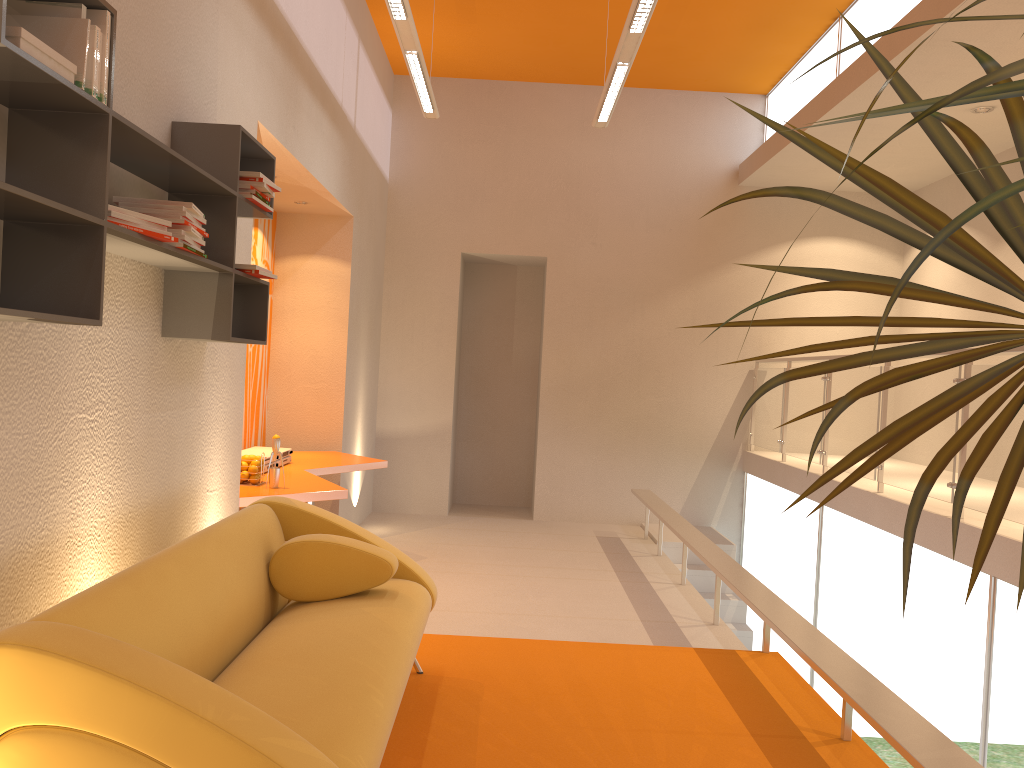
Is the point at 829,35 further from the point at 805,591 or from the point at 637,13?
the point at 805,591

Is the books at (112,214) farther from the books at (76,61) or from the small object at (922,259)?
the small object at (922,259)

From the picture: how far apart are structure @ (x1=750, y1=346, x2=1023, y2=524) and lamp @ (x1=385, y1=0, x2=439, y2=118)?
3.43m

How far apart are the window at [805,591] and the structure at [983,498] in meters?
0.3 m

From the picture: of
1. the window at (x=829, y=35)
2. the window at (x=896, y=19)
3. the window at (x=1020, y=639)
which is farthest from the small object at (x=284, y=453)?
the window at (x=829, y=35)

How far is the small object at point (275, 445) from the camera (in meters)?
4.73

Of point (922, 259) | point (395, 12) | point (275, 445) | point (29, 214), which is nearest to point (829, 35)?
point (395, 12)

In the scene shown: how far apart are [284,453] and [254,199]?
2.7m

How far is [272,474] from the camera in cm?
473

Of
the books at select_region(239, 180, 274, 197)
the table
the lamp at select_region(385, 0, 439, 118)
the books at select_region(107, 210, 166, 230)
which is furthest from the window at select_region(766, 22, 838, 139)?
the books at select_region(107, 210, 166, 230)
